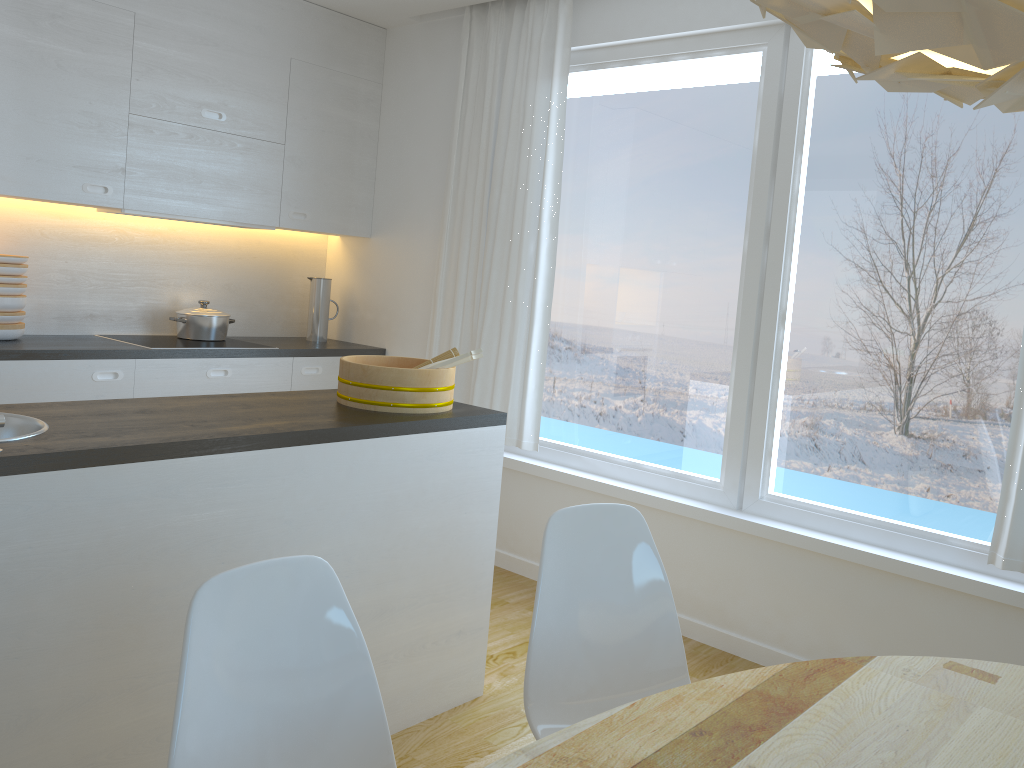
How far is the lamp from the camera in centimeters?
72cm

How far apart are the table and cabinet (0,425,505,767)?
1.14m

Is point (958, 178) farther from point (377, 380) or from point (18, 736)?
point (18, 736)

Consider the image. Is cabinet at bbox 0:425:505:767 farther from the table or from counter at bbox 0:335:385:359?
counter at bbox 0:335:385:359

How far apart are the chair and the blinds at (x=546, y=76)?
2.0m

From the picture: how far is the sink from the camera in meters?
2.1

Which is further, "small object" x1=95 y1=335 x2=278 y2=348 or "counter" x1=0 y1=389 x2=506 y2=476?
"small object" x1=95 y1=335 x2=278 y2=348

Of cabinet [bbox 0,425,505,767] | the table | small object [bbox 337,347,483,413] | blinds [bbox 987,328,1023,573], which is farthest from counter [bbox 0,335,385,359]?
blinds [bbox 987,328,1023,573]

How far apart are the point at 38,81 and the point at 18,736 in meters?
2.7

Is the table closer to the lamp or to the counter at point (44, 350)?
the lamp
